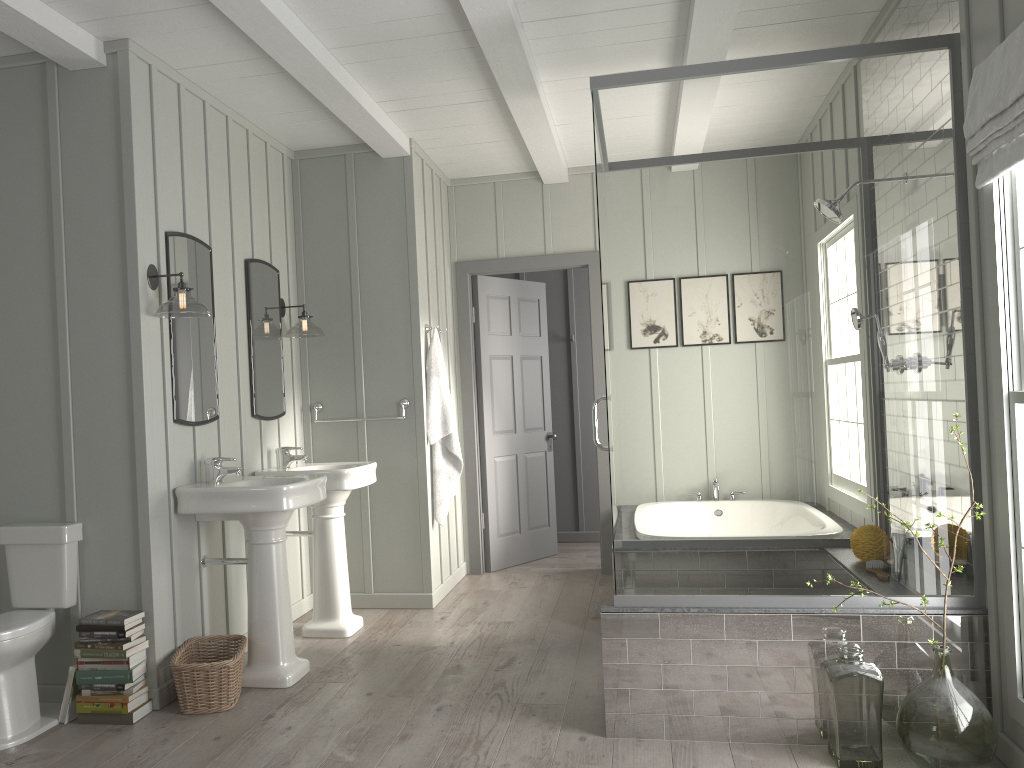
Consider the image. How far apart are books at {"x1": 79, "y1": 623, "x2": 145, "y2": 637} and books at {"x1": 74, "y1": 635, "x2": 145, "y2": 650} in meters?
0.0 m

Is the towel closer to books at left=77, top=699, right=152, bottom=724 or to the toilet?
the toilet

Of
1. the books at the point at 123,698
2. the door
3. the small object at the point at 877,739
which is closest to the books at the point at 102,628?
the books at the point at 123,698

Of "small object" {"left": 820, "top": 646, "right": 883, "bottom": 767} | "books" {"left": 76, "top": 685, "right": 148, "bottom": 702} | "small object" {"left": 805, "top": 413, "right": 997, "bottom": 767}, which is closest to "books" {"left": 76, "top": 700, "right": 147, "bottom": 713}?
"books" {"left": 76, "top": 685, "right": 148, "bottom": 702}

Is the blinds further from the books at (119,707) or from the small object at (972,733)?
the books at (119,707)

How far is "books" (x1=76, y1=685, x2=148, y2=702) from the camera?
3.4m

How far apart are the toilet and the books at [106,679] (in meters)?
0.18

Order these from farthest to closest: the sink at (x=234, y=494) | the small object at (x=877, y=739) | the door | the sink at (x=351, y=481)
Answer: the door
the sink at (x=351, y=481)
the sink at (x=234, y=494)
the small object at (x=877, y=739)

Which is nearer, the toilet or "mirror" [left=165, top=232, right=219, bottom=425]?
the toilet

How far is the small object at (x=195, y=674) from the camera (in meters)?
3.46
